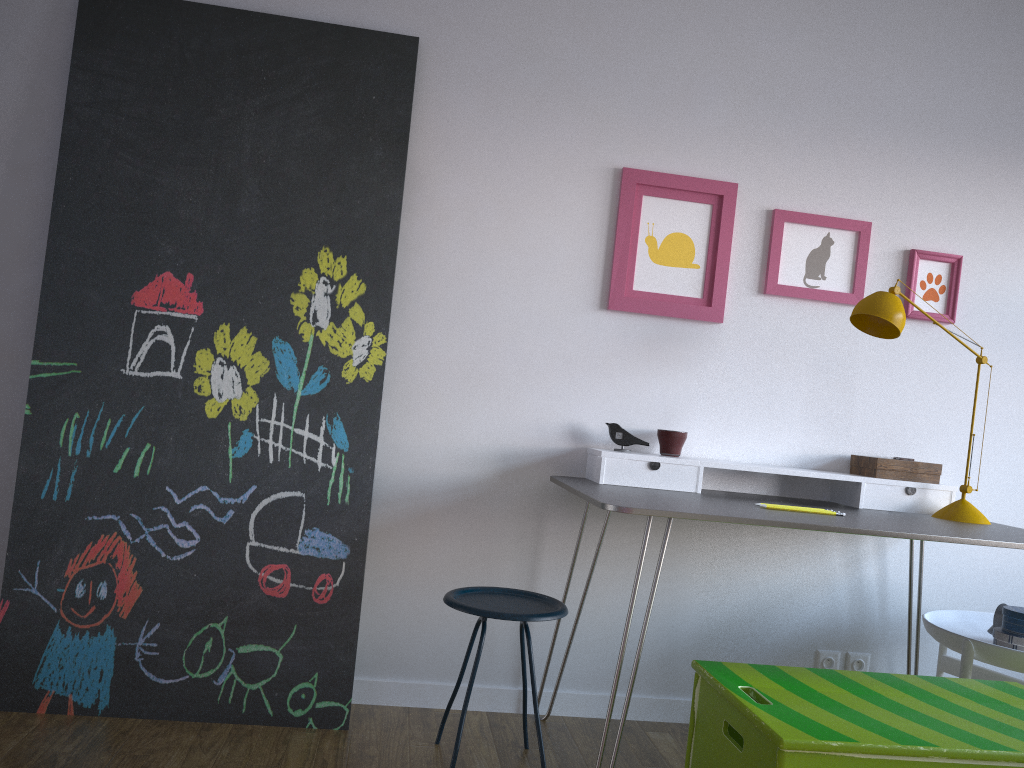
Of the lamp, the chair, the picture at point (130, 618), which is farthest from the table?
the picture at point (130, 618)

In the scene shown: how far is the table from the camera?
2.0m

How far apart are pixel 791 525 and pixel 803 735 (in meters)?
0.55

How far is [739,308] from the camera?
2.8m

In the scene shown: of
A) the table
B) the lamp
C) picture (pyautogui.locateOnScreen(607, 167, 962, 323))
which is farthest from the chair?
the lamp

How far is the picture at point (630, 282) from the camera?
2.8m

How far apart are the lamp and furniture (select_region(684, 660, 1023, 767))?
0.6m

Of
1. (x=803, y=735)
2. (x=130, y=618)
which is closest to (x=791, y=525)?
(x=803, y=735)

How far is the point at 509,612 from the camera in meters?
2.1

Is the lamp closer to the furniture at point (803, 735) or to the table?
the table
